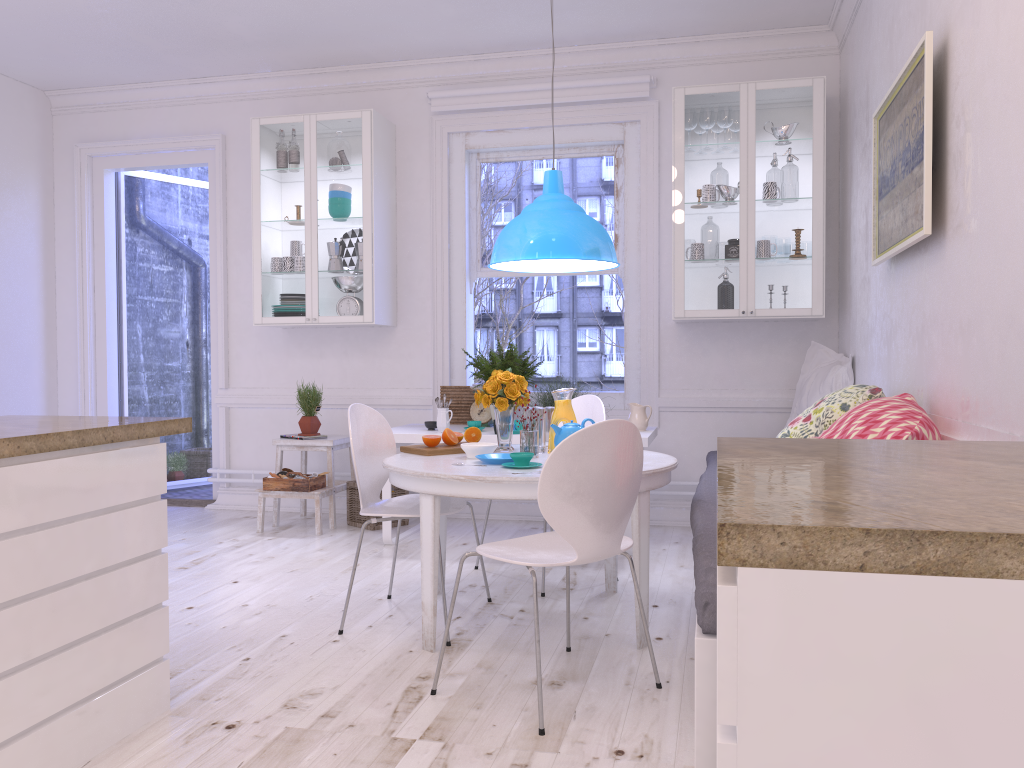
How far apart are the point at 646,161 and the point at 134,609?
4.0 meters

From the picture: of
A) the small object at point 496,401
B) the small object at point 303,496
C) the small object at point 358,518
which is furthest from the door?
the small object at point 496,401

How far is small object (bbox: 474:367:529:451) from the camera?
3.62m

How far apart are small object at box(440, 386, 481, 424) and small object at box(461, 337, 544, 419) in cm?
22

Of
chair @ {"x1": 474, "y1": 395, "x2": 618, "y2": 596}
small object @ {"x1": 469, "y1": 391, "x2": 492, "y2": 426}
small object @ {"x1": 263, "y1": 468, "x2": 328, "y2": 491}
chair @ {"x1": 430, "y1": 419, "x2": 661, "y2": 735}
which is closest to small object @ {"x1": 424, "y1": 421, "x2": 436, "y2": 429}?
small object @ {"x1": 469, "y1": 391, "x2": 492, "y2": 426}

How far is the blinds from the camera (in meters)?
5.34

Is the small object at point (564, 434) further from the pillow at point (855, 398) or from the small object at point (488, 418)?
the small object at point (488, 418)

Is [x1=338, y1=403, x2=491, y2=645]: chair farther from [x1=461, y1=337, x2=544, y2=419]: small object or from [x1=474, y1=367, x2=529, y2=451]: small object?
[x1=461, y1=337, x2=544, y2=419]: small object

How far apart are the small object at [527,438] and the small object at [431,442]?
0.4m

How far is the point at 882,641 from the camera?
0.89m
